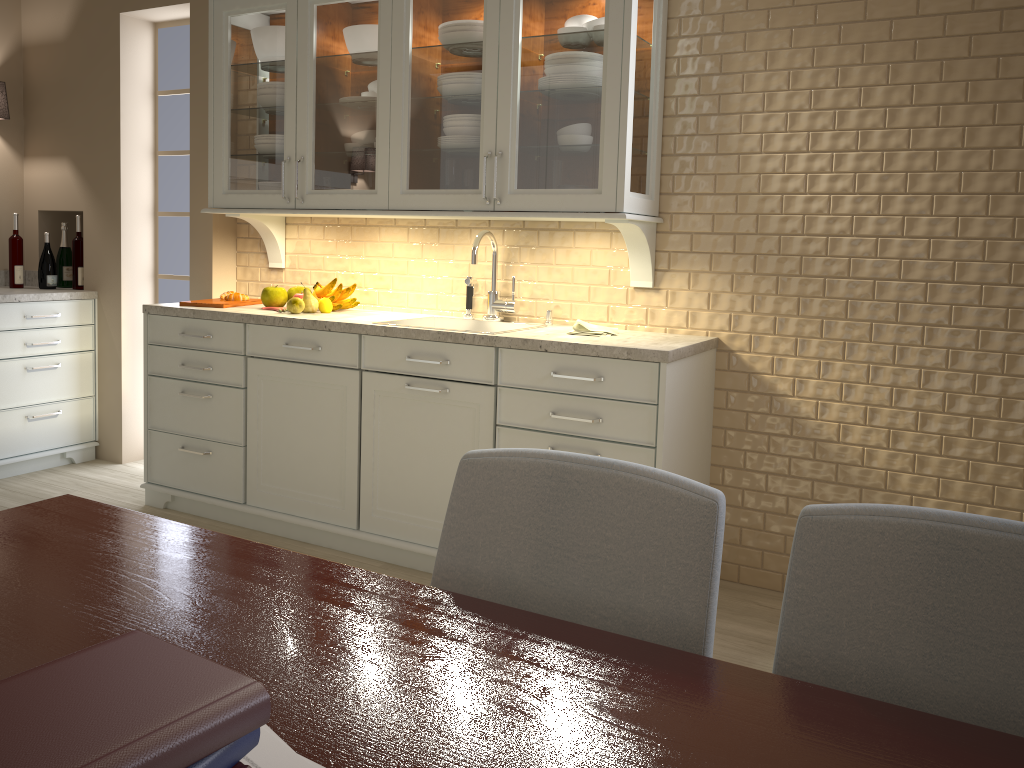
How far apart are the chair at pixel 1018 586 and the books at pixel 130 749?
0.6 meters

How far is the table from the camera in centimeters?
77cm

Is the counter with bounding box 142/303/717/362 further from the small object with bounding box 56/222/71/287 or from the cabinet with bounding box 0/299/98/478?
the small object with bounding box 56/222/71/287

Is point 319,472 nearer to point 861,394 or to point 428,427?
point 428,427

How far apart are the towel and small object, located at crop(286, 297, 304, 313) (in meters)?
1.06

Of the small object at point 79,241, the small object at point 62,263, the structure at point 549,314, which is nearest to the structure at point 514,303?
the structure at point 549,314

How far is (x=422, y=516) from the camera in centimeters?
300cm

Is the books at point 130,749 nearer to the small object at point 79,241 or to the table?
the table

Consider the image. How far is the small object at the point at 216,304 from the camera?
3.48m

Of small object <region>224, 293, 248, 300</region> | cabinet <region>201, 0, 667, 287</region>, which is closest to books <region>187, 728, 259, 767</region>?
cabinet <region>201, 0, 667, 287</region>
